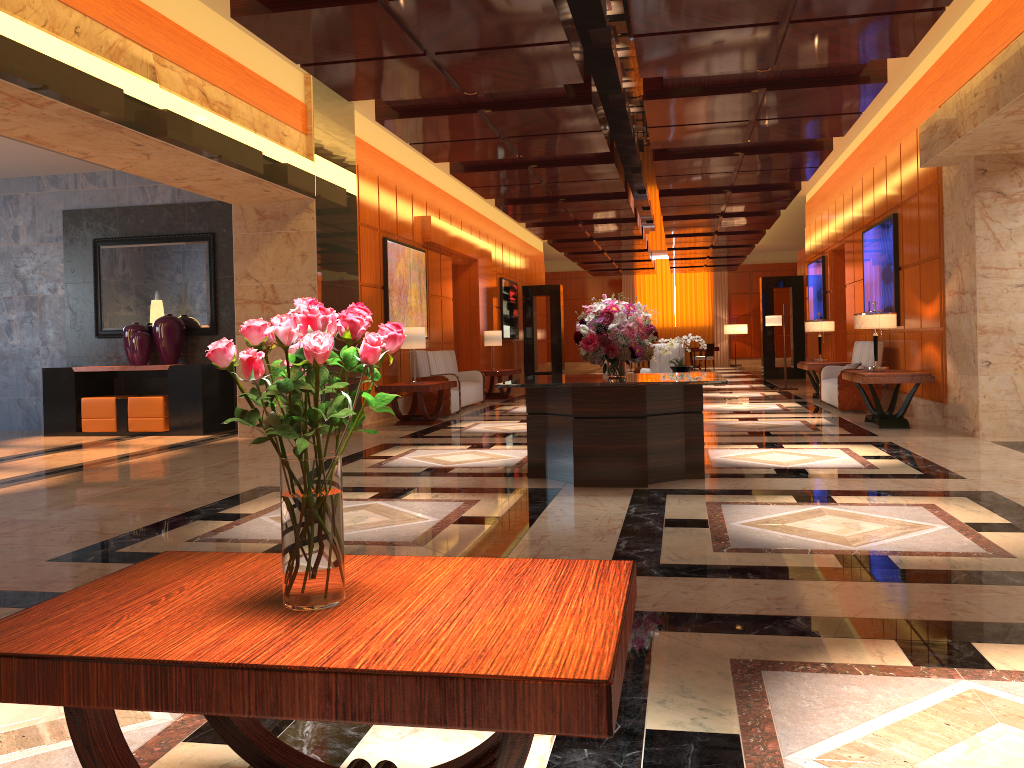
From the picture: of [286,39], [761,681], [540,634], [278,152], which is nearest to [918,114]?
[278,152]

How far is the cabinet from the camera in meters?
10.8 m

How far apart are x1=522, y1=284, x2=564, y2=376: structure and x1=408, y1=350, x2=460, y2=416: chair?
9.6 meters

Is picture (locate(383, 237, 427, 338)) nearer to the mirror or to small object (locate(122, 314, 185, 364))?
the mirror

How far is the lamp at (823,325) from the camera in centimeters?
1399cm

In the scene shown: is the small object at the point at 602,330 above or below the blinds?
below

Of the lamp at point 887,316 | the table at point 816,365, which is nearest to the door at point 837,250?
the table at point 816,365

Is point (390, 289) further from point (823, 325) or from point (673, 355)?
point (823, 325)

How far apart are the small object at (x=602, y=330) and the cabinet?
5.7m

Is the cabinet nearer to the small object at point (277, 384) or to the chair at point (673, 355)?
the chair at point (673, 355)
